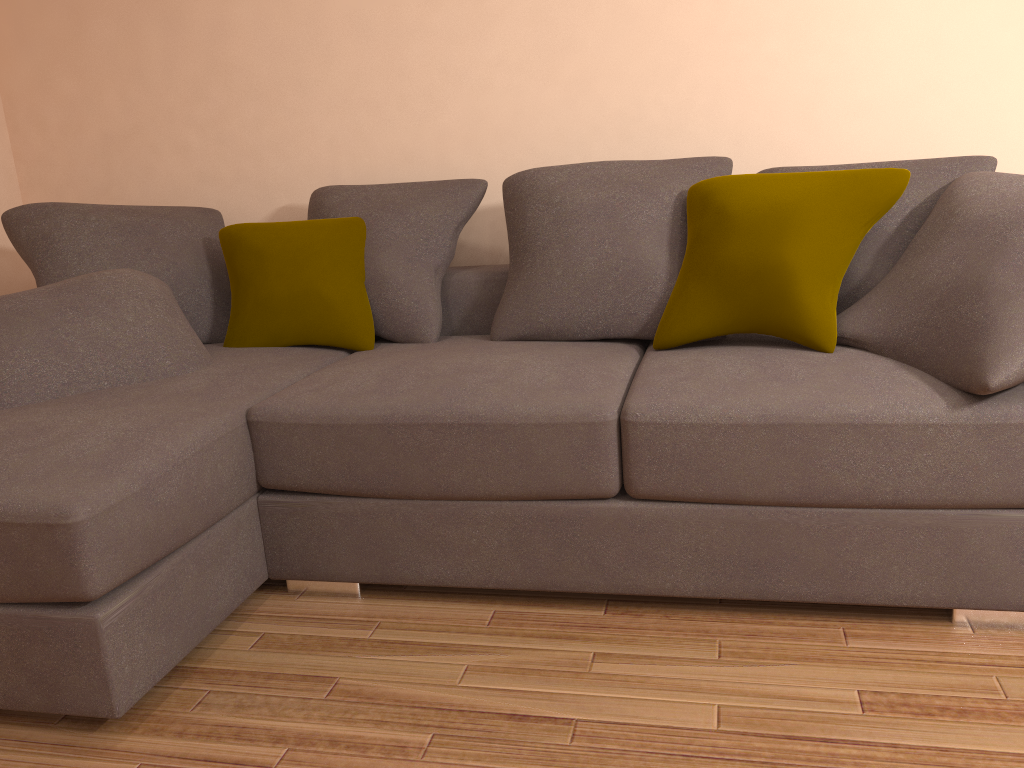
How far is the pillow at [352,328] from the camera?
3.0m

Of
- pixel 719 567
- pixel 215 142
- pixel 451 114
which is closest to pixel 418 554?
pixel 719 567

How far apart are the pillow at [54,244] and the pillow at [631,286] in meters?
1.1

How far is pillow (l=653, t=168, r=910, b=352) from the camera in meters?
2.4

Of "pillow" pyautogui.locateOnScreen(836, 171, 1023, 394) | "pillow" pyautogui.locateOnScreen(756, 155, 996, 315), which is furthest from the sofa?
"pillow" pyautogui.locateOnScreen(756, 155, 996, 315)

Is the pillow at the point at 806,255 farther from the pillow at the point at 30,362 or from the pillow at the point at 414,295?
the pillow at the point at 30,362

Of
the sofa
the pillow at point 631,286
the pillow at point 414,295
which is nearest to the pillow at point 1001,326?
the sofa

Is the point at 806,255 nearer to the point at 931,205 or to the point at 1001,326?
the point at 931,205

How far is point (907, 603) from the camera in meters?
2.1 m

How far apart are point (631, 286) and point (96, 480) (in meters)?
1.60
